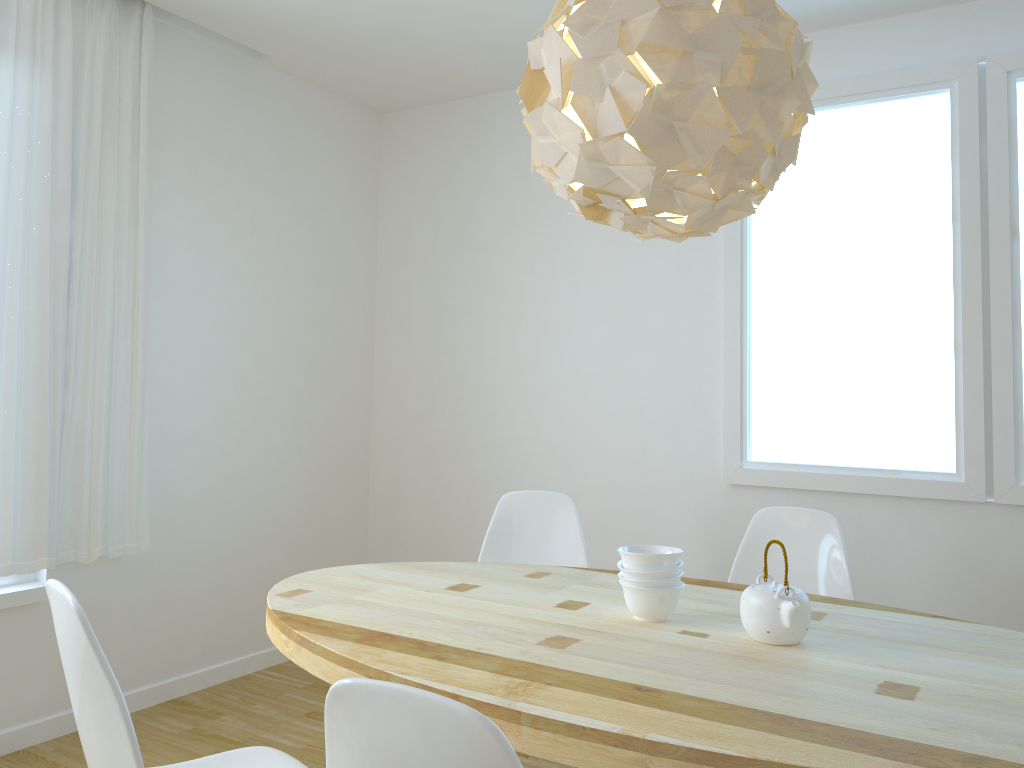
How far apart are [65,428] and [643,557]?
2.2 meters

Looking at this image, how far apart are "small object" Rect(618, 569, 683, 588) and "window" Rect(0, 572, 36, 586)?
2.3 meters

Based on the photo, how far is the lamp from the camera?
1.7 meters

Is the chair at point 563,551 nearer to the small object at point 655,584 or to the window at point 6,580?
the small object at point 655,584

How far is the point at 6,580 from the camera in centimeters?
308cm

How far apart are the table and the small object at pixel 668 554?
0.1m

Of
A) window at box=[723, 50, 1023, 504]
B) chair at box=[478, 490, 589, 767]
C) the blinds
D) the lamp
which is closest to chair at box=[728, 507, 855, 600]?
chair at box=[478, 490, 589, 767]

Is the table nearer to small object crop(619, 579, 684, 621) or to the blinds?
small object crop(619, 579, 684, 621)

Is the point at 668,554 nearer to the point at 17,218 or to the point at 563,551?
the point at 563,551

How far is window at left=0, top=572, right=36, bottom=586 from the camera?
3.08m
